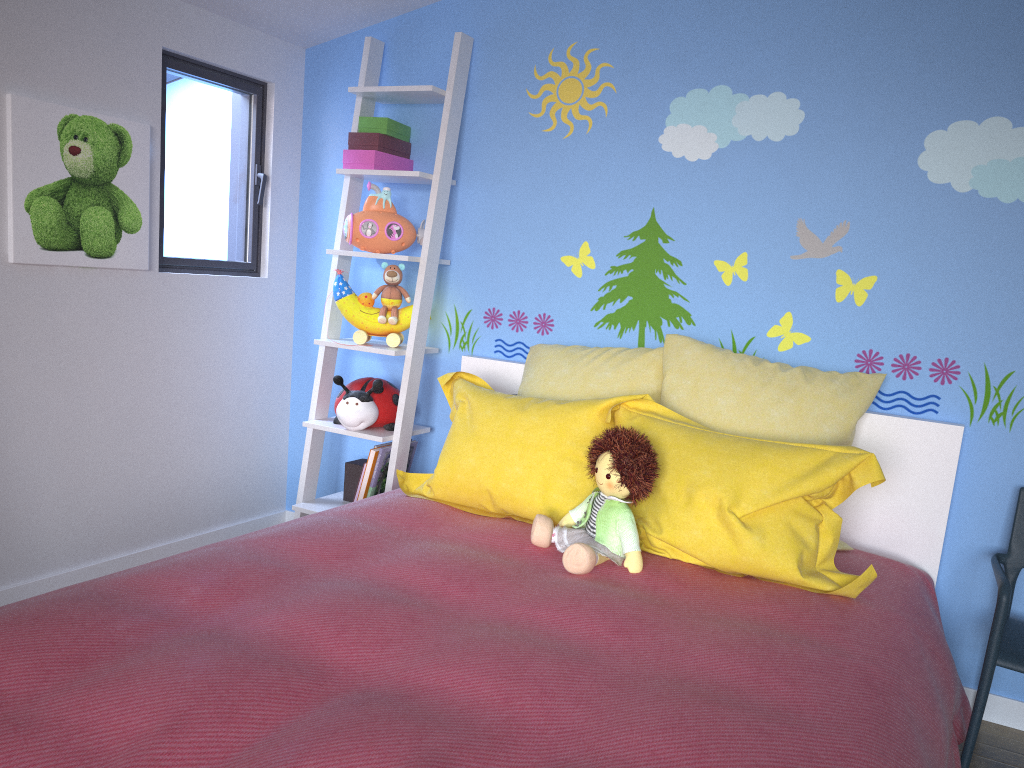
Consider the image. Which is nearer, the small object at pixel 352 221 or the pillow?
the pillow

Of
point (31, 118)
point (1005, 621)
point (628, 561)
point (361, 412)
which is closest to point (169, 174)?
point (31, 118)

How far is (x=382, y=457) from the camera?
2.9 meters

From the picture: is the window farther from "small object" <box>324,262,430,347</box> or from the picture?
"small object" <box>324,262,430,347</box>

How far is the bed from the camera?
1.20m

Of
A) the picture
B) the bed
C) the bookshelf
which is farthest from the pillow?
the picture

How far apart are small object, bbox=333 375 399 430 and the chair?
1.82m

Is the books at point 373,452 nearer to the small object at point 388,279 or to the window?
the small object at point 388,279

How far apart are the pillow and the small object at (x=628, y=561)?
0.1 meters

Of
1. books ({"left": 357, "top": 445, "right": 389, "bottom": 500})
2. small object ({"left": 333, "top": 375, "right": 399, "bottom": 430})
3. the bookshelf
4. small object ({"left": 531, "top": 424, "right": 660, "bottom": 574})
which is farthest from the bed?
books ({"left": 357, "top": 445, "right": 389, "bottom": 500})
